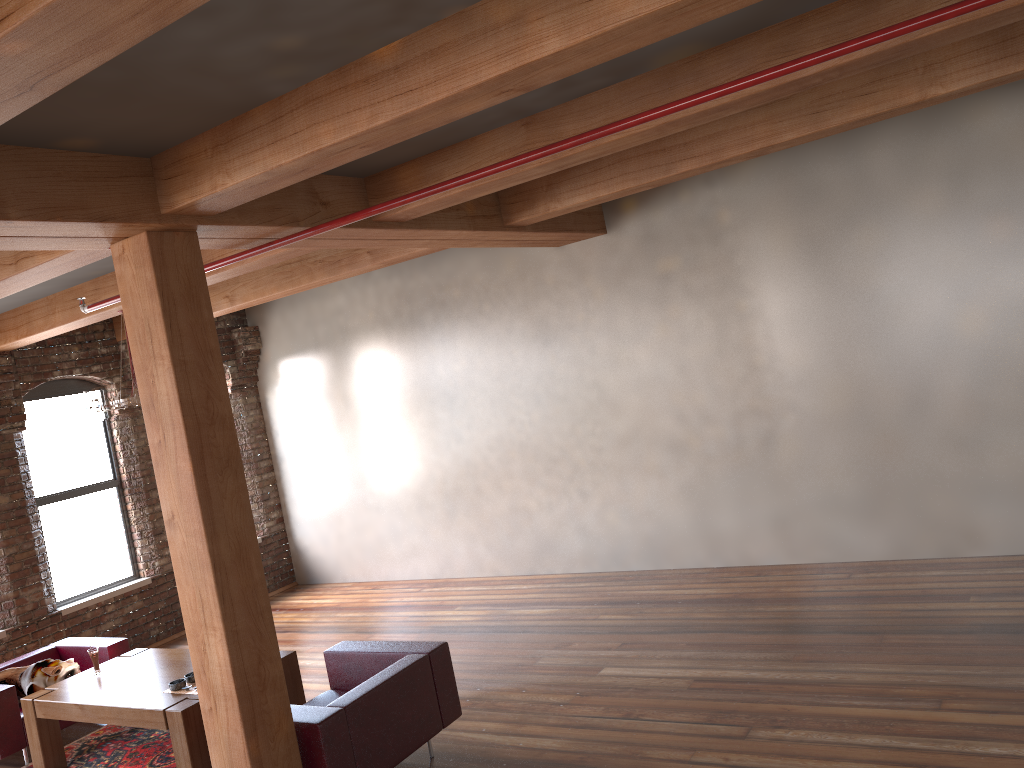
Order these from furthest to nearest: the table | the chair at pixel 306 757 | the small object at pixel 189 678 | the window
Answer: the window, the small object at pixel 189 678, the table, the chair at pixel 306 757

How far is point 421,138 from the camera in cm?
463

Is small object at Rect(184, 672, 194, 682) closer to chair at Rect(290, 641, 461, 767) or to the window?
chair at Rect(290, 641, 461, 767)

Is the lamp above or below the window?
above

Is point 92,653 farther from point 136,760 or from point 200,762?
point 200,762

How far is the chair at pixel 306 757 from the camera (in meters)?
4.46

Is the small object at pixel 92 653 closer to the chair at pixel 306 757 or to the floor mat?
the floor mat

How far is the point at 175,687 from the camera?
5.5 meters

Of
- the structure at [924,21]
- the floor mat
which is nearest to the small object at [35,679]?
the floor mat

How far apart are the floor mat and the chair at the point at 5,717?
0.2m
